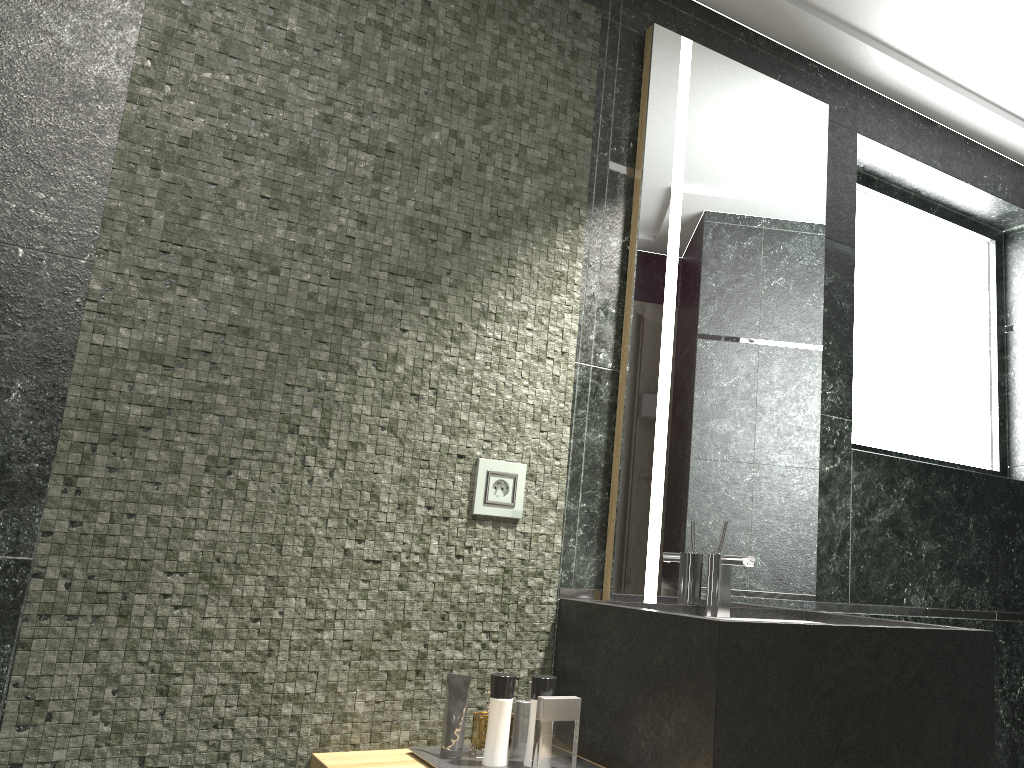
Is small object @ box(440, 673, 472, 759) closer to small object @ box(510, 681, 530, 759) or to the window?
the window

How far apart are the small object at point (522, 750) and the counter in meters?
7.6

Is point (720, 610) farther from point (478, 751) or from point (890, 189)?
point (478, 751)

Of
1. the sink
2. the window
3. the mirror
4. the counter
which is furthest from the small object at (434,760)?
the window

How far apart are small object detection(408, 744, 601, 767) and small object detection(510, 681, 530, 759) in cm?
793

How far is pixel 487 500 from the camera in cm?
204

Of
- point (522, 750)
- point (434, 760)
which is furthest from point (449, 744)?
point (522, 750)

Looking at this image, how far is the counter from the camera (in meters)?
1.56

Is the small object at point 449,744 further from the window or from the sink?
the window

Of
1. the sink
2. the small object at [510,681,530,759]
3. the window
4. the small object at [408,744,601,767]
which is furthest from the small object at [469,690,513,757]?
the small object at [408,744,601,767]
